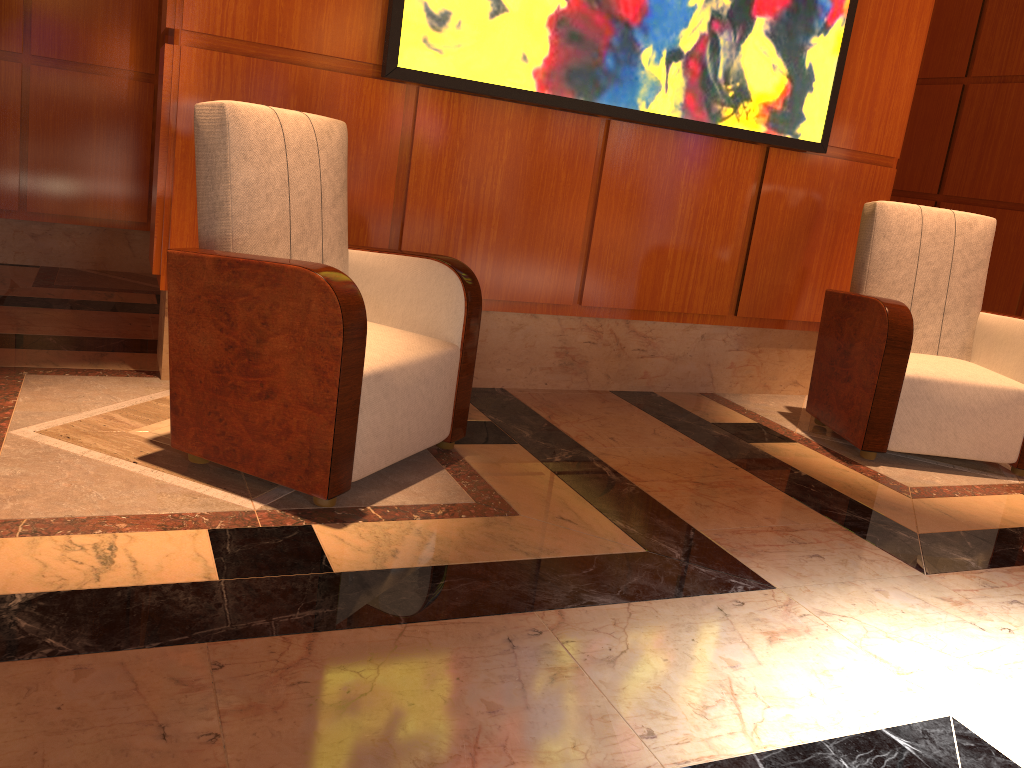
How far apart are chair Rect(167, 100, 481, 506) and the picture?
0.4 meters

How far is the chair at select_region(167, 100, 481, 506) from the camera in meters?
2.1

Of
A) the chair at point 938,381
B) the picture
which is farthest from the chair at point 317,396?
the chair at point 938,381

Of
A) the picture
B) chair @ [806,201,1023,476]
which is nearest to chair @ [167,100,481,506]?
the picture

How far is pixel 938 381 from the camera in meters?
3.3

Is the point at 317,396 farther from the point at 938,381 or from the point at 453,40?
the point at 938,381

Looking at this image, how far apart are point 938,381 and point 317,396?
2.3m

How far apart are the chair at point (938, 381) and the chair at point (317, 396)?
1.55m

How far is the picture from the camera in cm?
307

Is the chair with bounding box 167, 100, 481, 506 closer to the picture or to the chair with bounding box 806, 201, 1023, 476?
the picture
